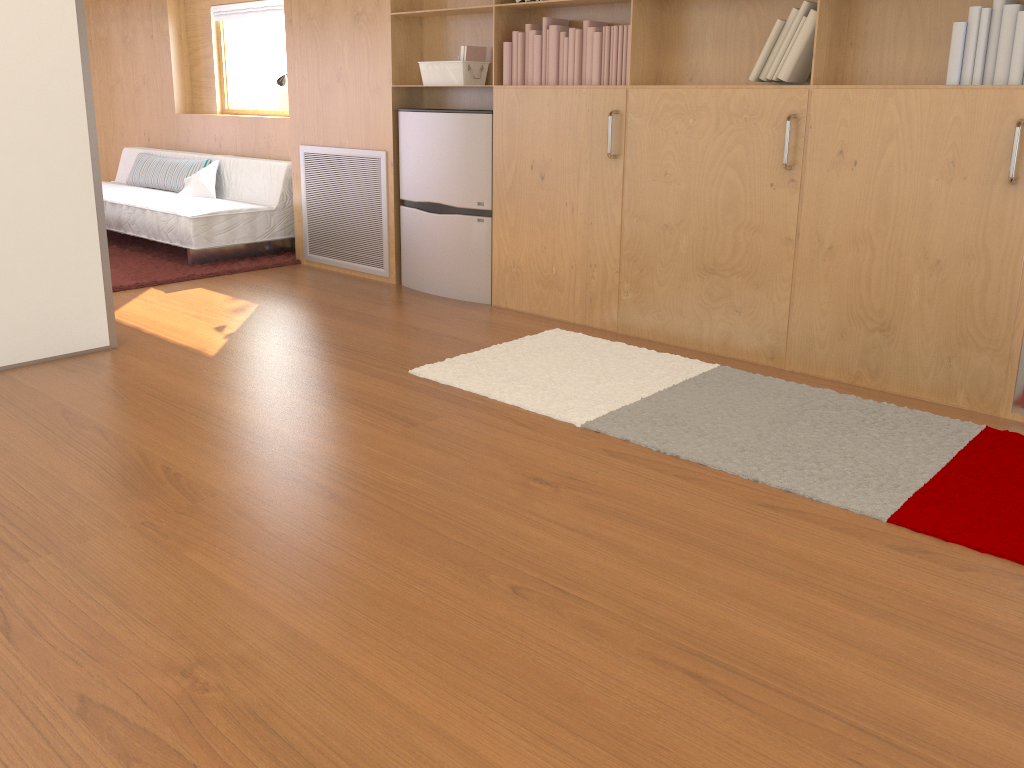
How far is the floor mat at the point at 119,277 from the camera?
5.06m

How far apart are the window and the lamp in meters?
1.2

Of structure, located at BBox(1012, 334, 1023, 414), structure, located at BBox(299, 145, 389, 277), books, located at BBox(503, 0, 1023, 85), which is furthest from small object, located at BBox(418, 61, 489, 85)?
structure, located at BBox(1012, 334, 1023, 414)

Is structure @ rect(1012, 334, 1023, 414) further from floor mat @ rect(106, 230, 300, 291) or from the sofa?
the sofa

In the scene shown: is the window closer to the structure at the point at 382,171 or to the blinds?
the blinds

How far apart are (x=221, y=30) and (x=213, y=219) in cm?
196

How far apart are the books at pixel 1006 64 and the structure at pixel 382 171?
1.0 meters

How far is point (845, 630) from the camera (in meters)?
1.84

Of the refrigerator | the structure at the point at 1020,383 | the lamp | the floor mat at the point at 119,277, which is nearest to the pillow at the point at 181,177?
the floor mat at the point at 119,277

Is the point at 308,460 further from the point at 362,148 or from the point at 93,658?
the point at 362,148
